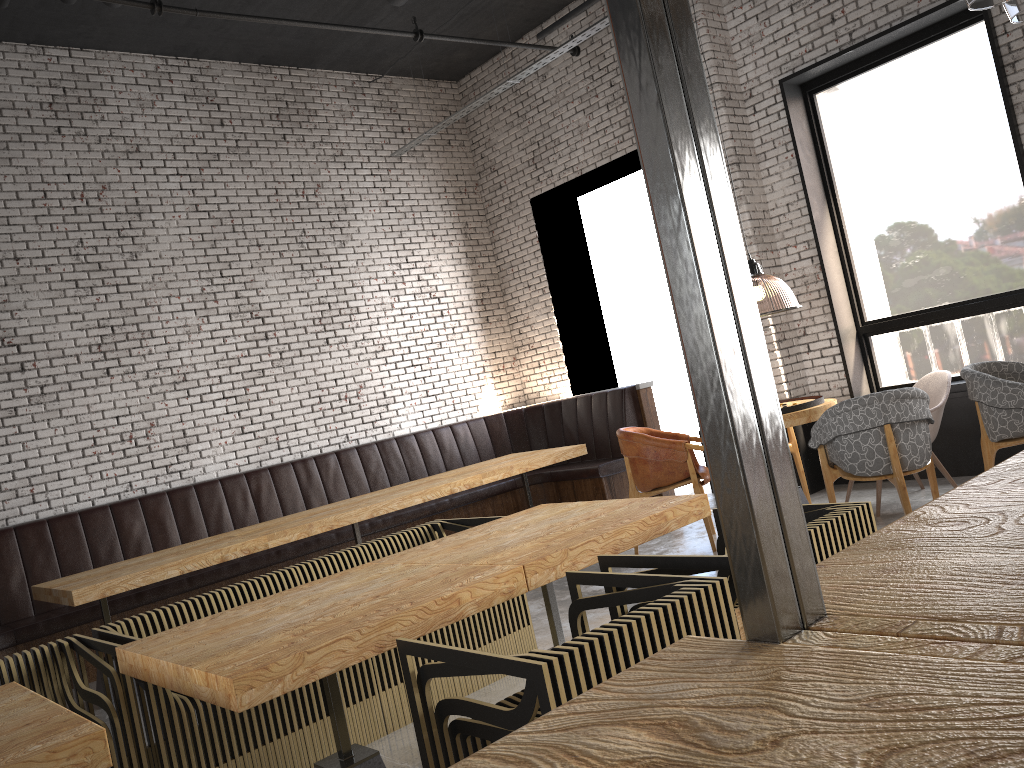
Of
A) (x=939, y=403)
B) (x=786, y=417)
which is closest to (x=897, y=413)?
(x=786, y=417)

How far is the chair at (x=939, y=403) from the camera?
5.9 meters

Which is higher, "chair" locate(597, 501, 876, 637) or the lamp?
the lamp

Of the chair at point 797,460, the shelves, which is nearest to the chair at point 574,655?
the shelves

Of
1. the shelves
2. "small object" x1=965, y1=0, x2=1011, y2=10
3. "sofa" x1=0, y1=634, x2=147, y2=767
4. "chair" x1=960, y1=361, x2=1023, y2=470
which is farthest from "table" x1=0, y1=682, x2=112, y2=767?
"chair" x1=960, y1=361, x2=1023, y2=470

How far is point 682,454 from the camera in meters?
5.9

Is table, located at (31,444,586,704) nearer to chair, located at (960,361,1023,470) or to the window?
the window

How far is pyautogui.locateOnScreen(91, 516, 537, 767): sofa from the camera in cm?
332

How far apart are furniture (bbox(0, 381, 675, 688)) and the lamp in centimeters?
258cm

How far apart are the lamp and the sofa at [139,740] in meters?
4.3 m
